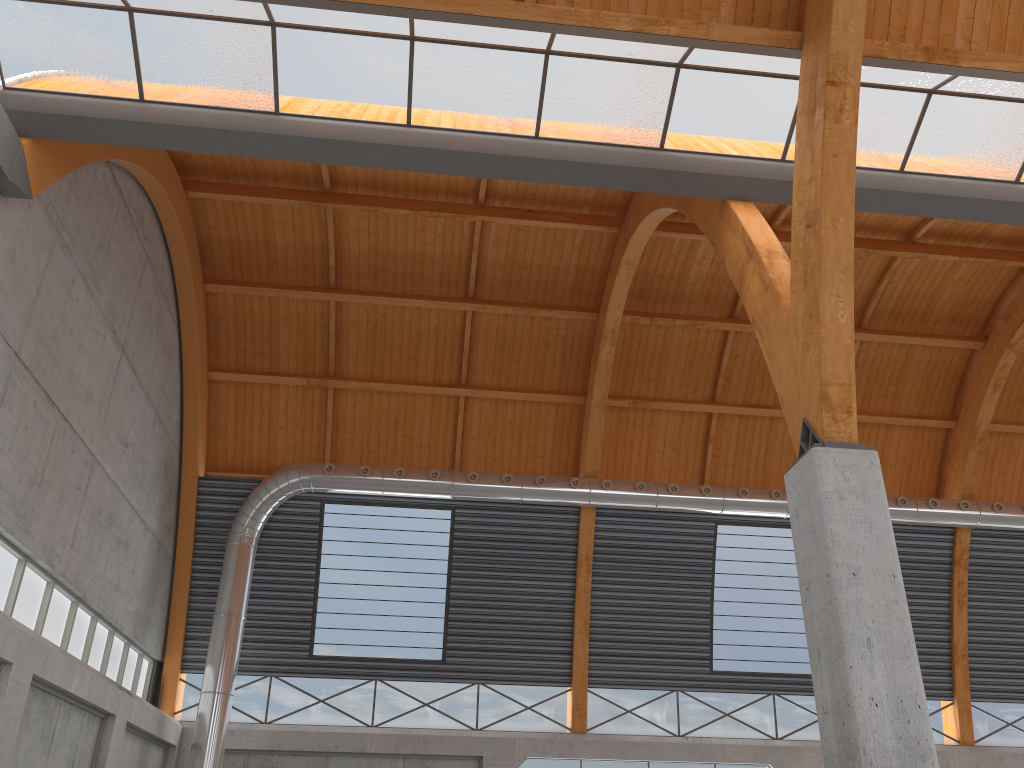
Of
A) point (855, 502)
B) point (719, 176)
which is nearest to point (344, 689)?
point (719, 176)

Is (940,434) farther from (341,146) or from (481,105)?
(341,146)

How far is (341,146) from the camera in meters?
20.0 m
